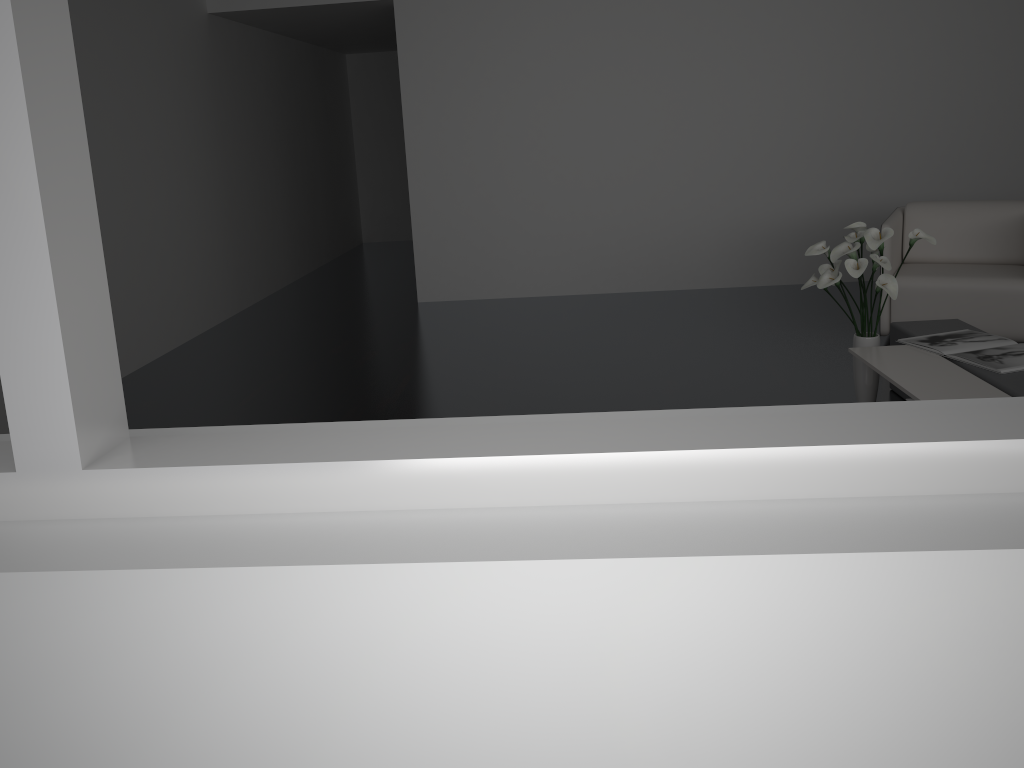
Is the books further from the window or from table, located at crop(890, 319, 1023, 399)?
the window

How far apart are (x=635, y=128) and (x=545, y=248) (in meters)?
1.07

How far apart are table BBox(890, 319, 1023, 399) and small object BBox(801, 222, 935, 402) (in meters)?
0.13

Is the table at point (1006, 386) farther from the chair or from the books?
the chair

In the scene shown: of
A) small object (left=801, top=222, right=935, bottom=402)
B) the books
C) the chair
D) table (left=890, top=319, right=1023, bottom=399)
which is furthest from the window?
the chair

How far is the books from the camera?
3.2 meters

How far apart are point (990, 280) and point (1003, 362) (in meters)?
1.41

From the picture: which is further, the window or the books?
the books

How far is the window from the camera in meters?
1.0

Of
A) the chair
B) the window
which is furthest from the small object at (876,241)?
the window
